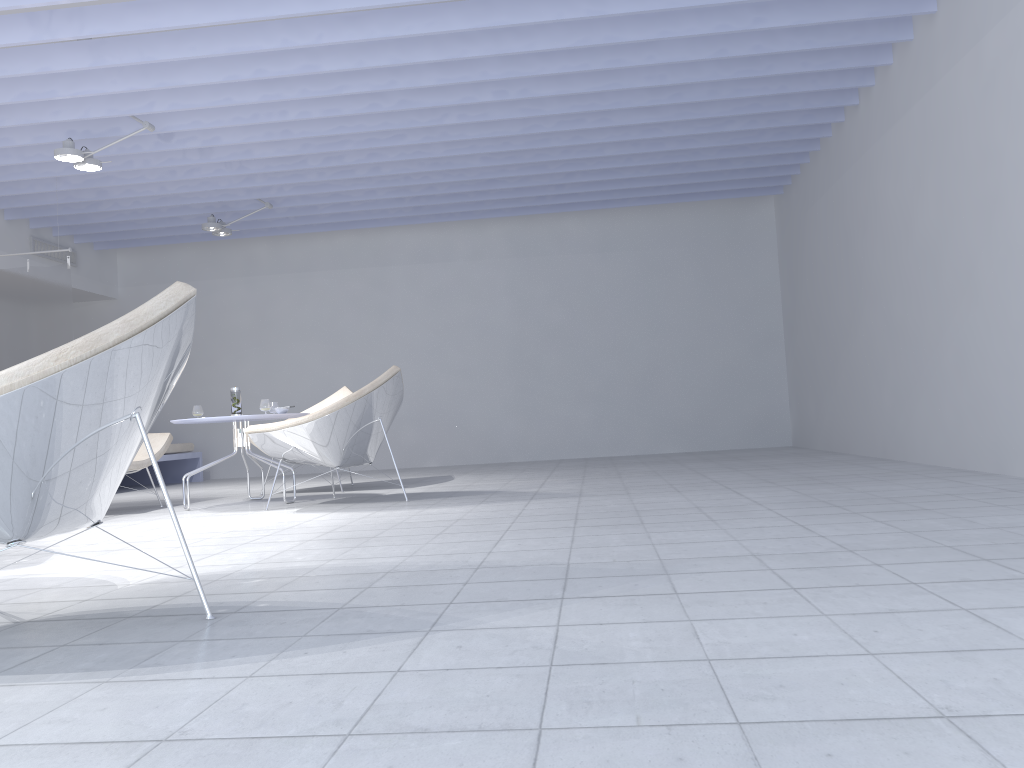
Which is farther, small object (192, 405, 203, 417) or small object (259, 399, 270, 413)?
small object (192, 405, 203, 417)

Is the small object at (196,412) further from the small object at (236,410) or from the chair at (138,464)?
the chair at (138,464)

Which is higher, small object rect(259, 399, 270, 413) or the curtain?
the curtain

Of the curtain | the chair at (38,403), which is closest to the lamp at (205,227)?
the curtain

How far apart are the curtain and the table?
2.4 meters

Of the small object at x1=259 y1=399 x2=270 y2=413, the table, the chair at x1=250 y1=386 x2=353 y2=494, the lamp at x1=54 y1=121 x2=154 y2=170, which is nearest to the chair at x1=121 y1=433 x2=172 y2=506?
the table

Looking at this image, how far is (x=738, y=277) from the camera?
9.0m

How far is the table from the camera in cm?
523

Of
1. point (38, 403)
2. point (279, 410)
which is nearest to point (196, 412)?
point (279, 410)

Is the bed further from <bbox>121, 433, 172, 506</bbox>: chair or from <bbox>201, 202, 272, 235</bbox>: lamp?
<bbox>121, 433, 172, 506</bbox>: chair
